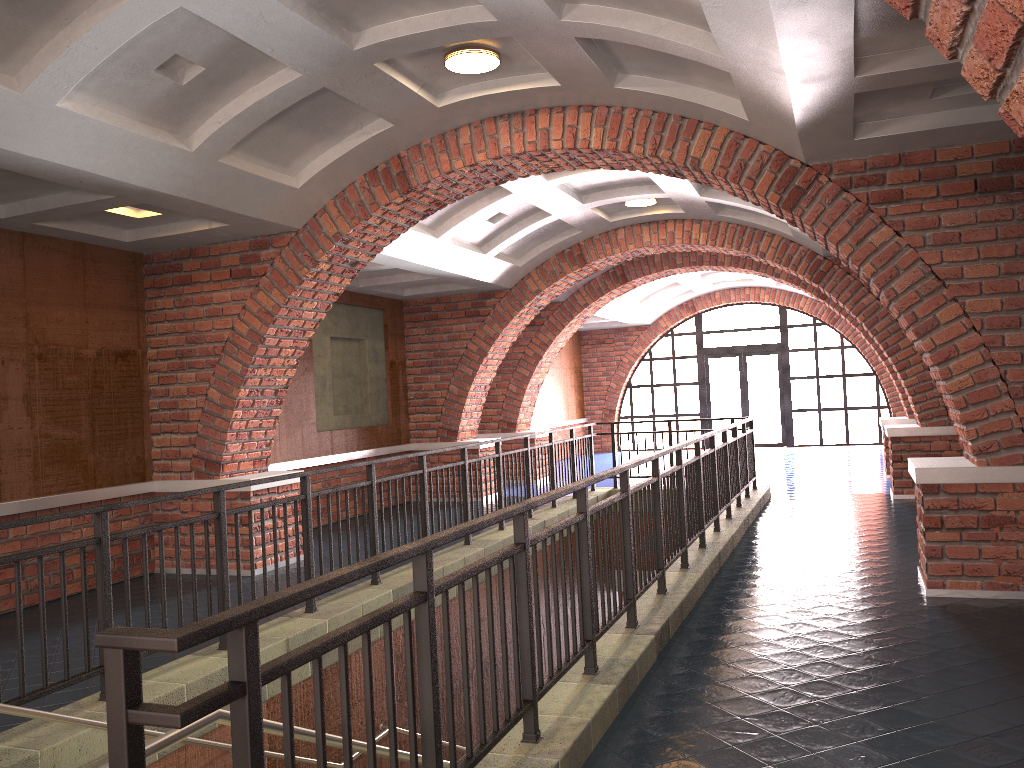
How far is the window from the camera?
20.4m

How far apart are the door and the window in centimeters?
16cm

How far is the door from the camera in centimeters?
2073cm

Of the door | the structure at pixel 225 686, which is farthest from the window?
the structure at pixel 225 686

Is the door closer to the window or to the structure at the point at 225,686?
the window

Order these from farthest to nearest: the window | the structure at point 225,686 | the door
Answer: the door < the window < the structure at point 225,686

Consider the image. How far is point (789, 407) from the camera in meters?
20.4

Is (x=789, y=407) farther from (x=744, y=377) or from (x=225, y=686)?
(x=225, y=686)

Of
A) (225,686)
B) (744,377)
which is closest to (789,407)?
(744,377)

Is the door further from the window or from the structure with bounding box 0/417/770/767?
the structure with bounding box 0/417/770/767
